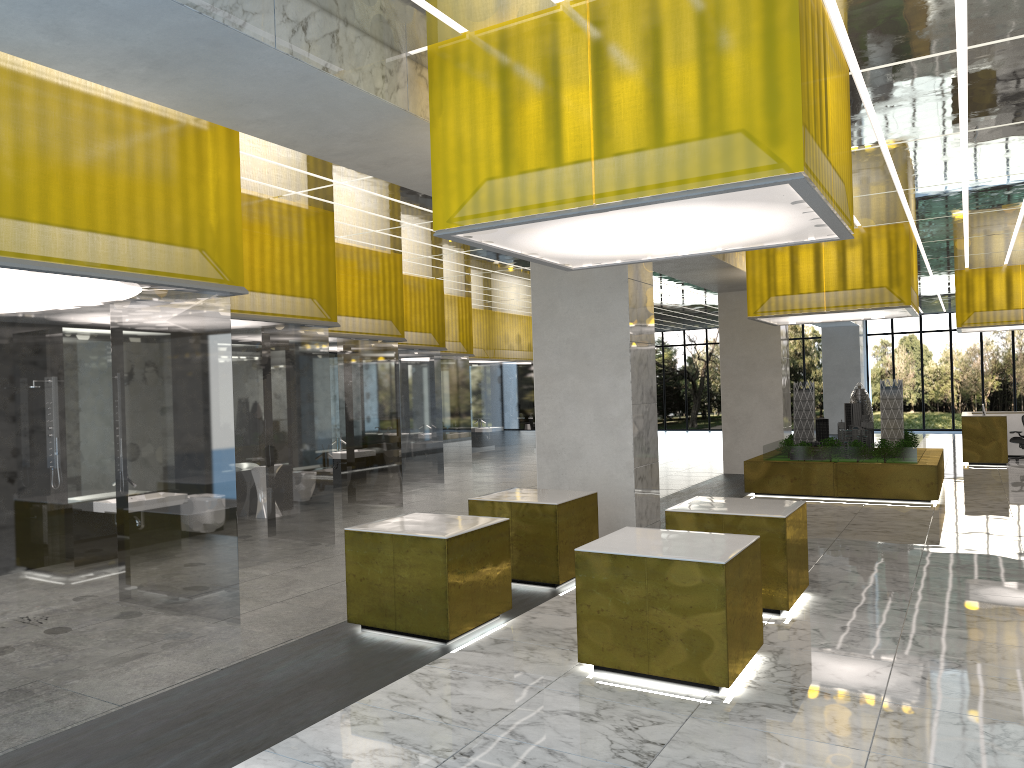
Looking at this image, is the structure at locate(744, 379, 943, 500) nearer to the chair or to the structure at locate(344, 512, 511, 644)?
the chair

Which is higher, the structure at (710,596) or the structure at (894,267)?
the structure at (894,267)

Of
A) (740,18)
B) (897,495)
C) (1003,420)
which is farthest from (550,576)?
(1003,420)

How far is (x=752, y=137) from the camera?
7.0m

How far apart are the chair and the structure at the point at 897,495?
7.2m

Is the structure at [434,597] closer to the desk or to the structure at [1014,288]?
the desk

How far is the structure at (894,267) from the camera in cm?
1990

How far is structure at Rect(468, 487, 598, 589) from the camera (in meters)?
11.57

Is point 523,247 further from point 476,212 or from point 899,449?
point 899,449

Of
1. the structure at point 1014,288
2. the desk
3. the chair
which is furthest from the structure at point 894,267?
the chair
